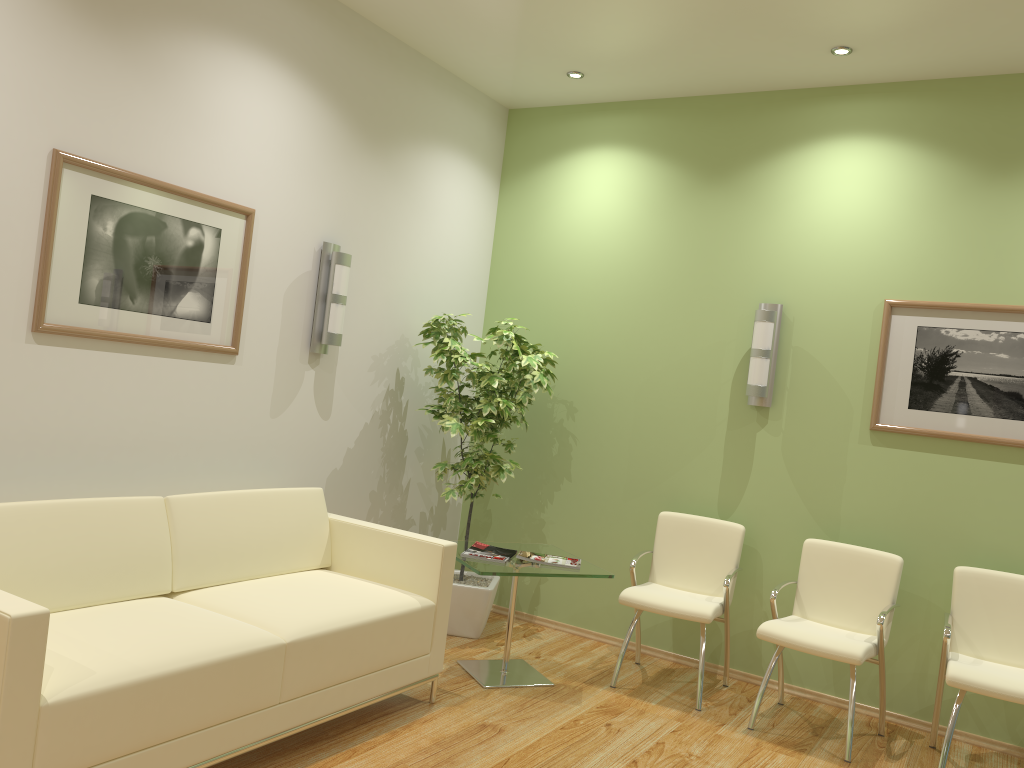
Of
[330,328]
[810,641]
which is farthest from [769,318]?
[330,328]

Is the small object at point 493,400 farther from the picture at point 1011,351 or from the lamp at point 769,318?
the picture at point 1011,351

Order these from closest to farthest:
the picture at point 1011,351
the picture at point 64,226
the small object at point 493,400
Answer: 1. the picture at point 64,226
2. the picture at point 1011,351
3. the small object at point 493,400

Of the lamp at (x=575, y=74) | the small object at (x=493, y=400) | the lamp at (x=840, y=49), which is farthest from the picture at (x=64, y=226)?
the lamp at (x=840, y=49)

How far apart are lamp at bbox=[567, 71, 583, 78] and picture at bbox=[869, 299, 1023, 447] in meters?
2.2 m

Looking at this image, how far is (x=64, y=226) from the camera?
3.43m

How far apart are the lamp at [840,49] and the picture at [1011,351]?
1.3m

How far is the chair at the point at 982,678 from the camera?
3.8m

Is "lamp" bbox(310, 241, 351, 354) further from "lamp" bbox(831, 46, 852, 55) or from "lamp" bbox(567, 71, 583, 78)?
"lamp" bbox(831, 46, 852, 55)

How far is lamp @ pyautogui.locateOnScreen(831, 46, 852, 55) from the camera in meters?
4.4 m
